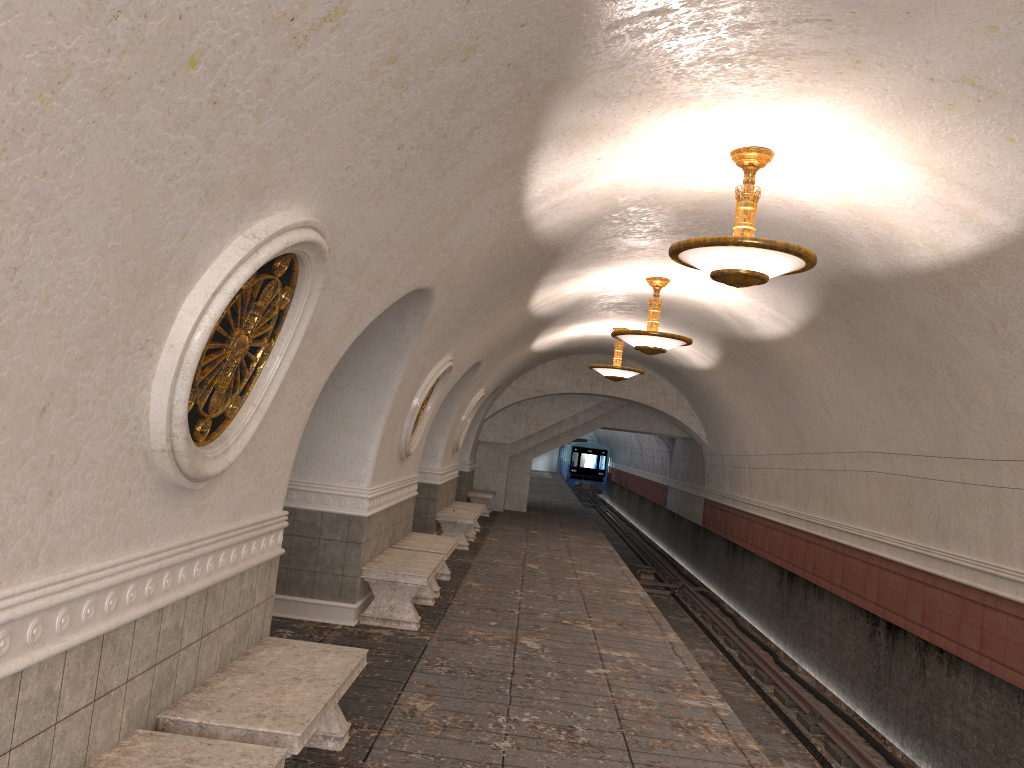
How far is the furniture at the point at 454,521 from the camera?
14.0m

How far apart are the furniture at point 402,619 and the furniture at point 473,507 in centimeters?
660cm

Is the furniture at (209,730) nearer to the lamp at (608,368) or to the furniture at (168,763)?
the furniture at (168,763)

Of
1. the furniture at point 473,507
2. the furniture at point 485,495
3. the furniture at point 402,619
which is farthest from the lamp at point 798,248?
the furniture at point 485,495

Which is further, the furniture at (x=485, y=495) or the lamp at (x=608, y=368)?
the furniture at (x=485, y=495)

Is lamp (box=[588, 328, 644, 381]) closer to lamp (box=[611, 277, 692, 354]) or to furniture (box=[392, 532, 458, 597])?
lamp (box=[611, 277, 692, 354])

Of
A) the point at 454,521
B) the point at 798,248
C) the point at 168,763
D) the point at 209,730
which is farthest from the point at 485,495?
the point at 168,763

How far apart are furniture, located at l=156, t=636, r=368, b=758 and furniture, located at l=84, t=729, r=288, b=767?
0.2 meters

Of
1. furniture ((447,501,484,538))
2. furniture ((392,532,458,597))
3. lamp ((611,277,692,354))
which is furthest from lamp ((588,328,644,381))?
furniture ((392,532,458,597))

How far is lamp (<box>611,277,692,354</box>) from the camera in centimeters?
1058cm
